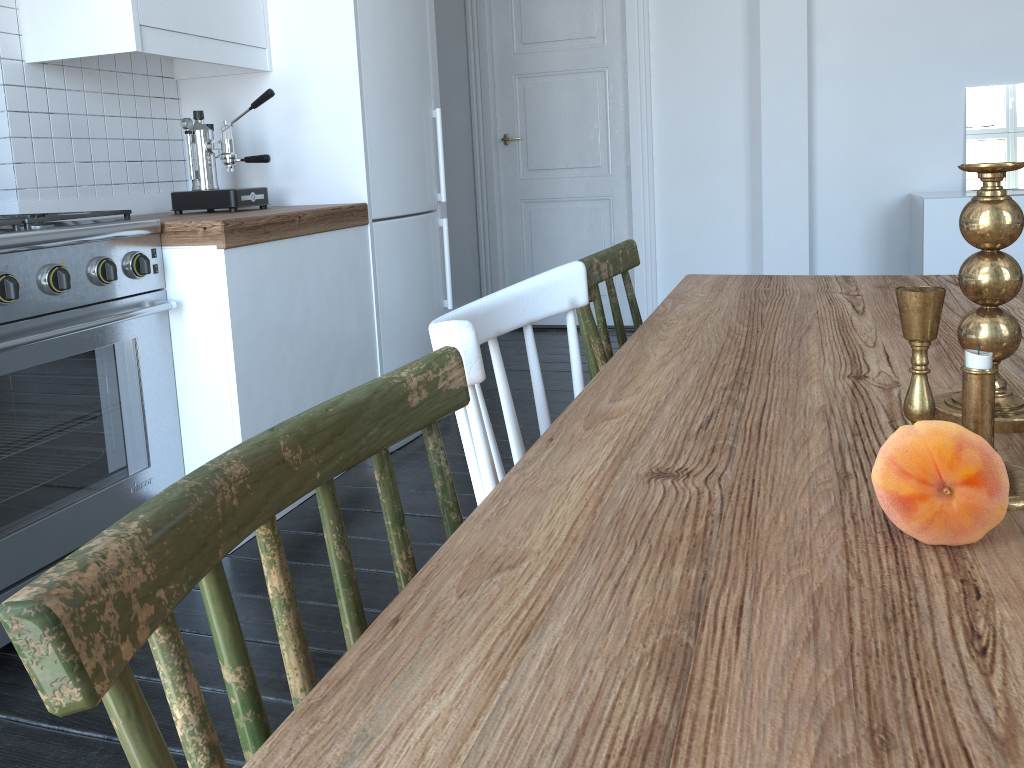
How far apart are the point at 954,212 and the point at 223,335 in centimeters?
320cm

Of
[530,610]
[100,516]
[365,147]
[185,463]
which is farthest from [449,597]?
[365,147]

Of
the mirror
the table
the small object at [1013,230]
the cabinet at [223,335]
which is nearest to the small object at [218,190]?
the cabinet at [223,335]

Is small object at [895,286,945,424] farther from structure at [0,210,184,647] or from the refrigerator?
the refrigerator

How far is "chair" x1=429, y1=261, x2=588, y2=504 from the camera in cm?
80

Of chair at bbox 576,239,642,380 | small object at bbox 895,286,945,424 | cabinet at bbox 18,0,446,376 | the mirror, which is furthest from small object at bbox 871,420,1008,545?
the mirror

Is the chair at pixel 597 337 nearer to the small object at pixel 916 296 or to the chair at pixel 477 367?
the chair at pixel 477 367

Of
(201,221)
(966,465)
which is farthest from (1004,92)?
(966,465)

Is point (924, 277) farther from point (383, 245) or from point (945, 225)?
point (945, 225)

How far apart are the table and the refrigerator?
1.4 meters
